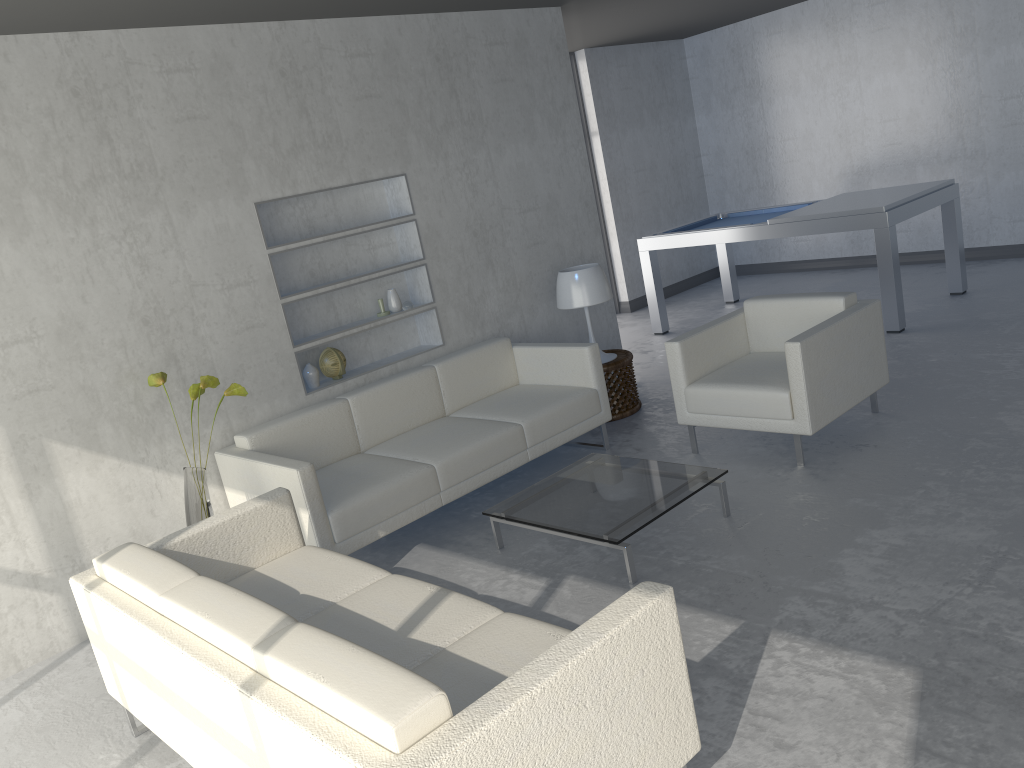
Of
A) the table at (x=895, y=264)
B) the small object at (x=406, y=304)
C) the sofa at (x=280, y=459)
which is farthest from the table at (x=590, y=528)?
the table at (x=895, y=264)

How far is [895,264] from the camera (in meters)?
5.86

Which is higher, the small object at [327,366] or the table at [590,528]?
the small object at [327,366]

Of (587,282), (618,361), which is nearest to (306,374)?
(587,282)

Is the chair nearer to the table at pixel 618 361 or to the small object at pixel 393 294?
the table at pixel 618 361

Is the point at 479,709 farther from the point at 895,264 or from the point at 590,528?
the point at 895,264

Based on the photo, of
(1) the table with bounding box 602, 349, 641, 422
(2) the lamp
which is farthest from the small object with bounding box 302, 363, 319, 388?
(1) the table with bounding box 602, 349, 641, 422

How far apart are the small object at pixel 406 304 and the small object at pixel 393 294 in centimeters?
4cm

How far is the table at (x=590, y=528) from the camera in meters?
3.4 m

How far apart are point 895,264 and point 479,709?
5.1m
